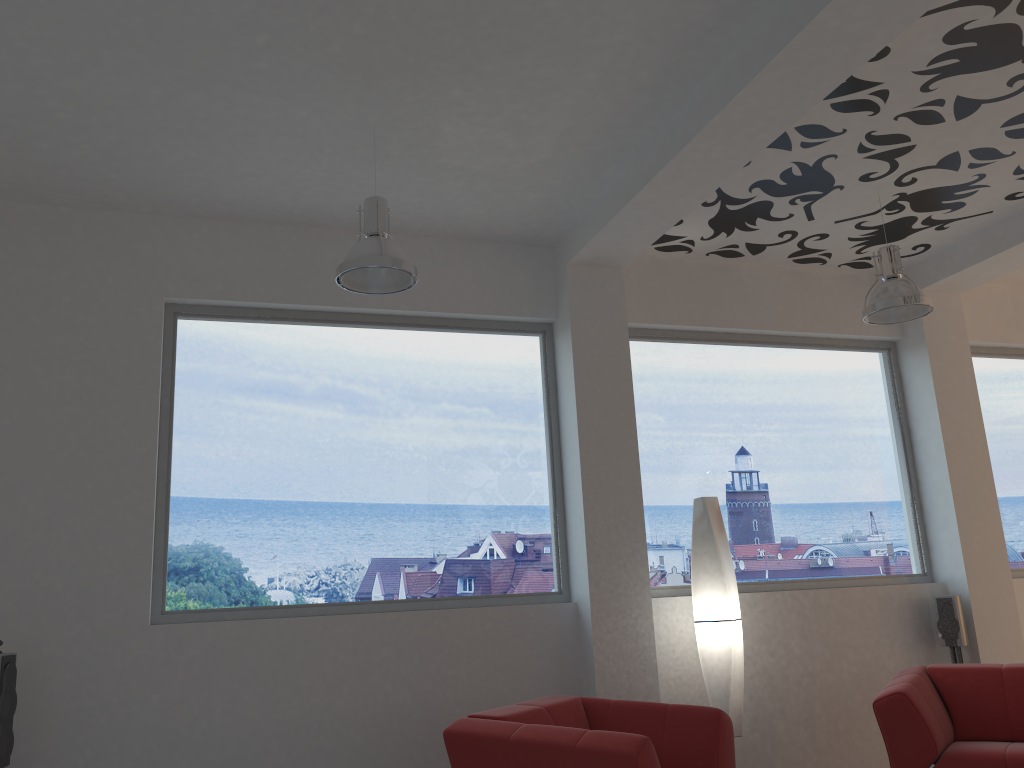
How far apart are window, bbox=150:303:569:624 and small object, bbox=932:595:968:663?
2.57m

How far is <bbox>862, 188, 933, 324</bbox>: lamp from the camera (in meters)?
4.92

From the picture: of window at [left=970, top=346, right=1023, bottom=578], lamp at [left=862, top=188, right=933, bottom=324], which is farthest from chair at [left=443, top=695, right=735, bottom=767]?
window at [left=970, top=346, right=1023, bottom=578]

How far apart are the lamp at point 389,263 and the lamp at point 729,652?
2.30m

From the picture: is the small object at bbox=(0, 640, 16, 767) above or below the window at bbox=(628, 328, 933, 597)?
below

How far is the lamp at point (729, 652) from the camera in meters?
5.1

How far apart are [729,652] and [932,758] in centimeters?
113cm

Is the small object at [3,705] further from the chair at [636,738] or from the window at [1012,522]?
the window at [1012,522]

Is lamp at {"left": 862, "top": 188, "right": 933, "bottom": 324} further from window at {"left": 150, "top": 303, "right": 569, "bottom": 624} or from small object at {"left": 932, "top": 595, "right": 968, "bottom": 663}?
small object at {"left": 932, "top": 595, "right": 968, "bottom": 663}

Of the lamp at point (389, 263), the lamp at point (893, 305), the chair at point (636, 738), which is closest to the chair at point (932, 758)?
the chair at point (636, 738)
